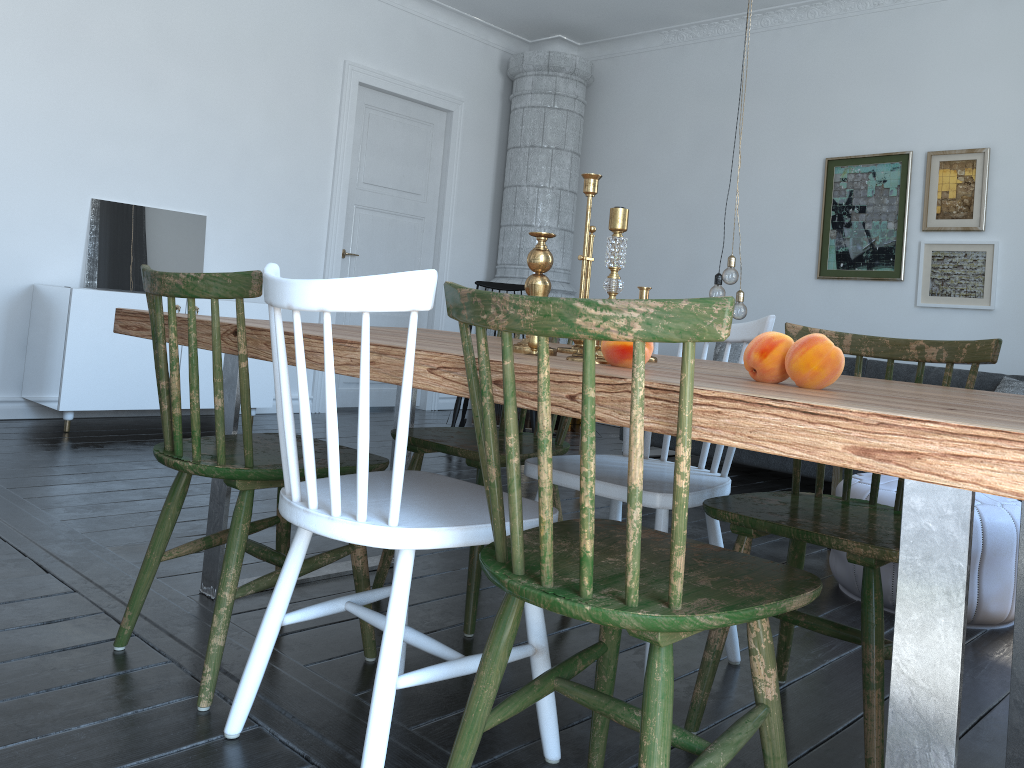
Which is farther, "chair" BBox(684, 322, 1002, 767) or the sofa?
the sofa

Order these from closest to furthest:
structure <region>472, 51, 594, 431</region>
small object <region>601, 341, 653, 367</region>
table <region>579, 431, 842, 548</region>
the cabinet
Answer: small object <region>601, 341, 653, 367</region>
table <region>579, 431, 842, 548</region>
the cabinet
structure <region>472, 51, 594, 431</region>

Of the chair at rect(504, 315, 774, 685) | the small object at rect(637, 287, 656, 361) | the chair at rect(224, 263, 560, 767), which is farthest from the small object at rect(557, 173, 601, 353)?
the chair at rect(224, 263, 560, 767)

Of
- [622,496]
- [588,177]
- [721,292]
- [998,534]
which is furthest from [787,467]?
[588,177]

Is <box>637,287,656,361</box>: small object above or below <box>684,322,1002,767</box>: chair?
above

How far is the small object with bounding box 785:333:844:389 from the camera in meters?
1.3 m

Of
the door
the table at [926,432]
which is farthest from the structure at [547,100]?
the table at [926,432]

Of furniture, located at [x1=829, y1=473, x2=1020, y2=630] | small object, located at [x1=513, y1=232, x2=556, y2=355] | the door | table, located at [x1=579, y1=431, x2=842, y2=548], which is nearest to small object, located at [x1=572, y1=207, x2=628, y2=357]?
small object, located at [x1=513, y1=232, x2=556, y2=355]

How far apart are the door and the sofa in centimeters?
202cm

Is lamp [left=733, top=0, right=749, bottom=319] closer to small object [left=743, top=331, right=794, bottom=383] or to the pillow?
the pillow
